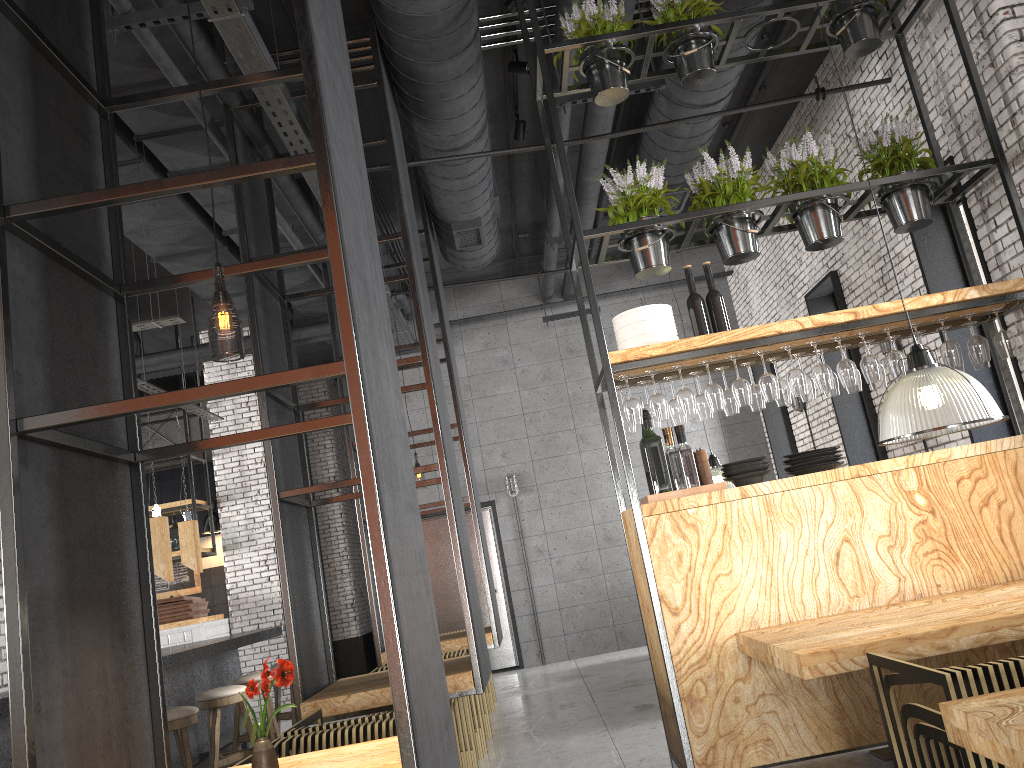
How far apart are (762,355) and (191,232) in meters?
5.2

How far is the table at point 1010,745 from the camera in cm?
182

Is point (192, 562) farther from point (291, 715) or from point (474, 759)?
point (474, 759)

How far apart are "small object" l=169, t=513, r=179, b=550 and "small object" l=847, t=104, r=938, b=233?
9.3m

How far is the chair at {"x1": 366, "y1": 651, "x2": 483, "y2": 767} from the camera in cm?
561

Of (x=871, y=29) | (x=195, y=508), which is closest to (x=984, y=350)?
(x=871, y=29)

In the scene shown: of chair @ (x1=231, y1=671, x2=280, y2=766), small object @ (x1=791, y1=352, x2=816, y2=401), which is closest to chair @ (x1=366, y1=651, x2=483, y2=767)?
chair @ (x1=231, y1=671, x2=280, y2=766)

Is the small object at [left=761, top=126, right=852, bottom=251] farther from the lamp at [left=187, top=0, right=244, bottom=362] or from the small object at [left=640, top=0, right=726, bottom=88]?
the lamp at [left=187, top=0, right=244, bottom=362]

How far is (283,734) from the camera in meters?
3.9 m

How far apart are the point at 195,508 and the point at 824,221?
8.63m
